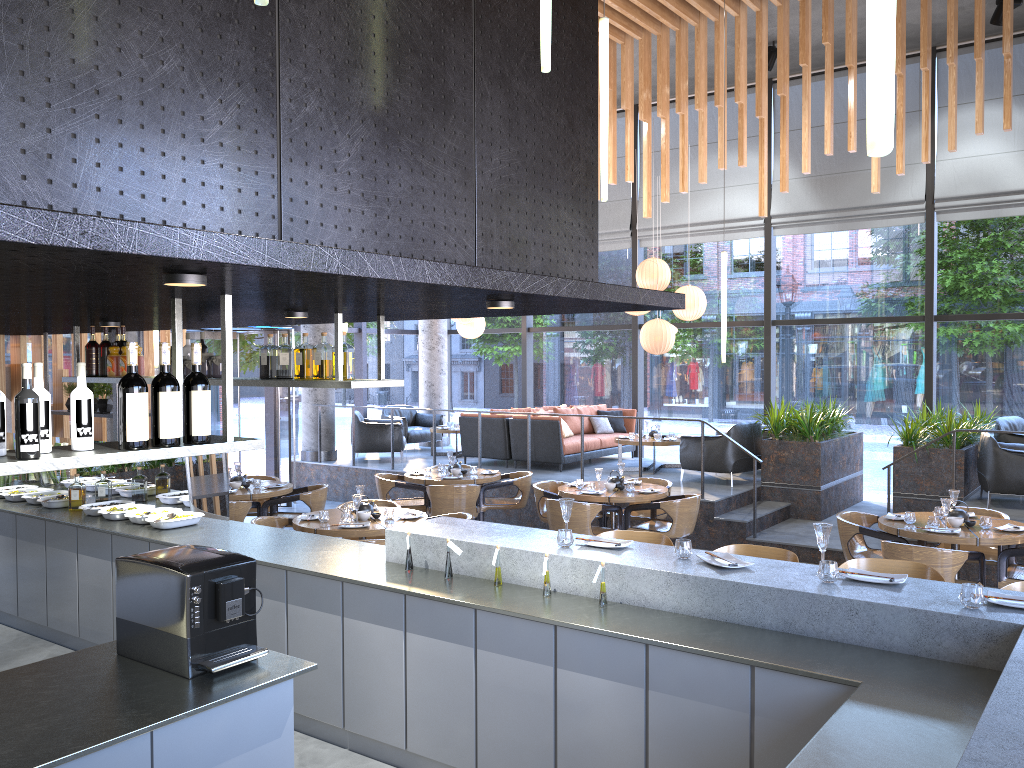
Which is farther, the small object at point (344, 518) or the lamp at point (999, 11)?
the lamp at point (999, 11)

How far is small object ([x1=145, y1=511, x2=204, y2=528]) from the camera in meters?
5.9 m

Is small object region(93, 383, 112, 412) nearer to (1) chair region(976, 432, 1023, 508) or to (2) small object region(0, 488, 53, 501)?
(2) small object region(0, 488, 53, 501)

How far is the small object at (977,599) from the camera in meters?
3.3

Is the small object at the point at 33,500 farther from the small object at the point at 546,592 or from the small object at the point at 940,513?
the small object at the point at 940,513

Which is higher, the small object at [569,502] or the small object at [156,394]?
the small object at [156,394]

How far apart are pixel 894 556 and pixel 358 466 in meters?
Answer: 8.0

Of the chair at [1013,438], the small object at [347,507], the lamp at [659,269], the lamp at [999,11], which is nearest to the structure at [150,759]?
the small object at [347,507]

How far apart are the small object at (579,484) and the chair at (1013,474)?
4.1 meters

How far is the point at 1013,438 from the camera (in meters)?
9.84
